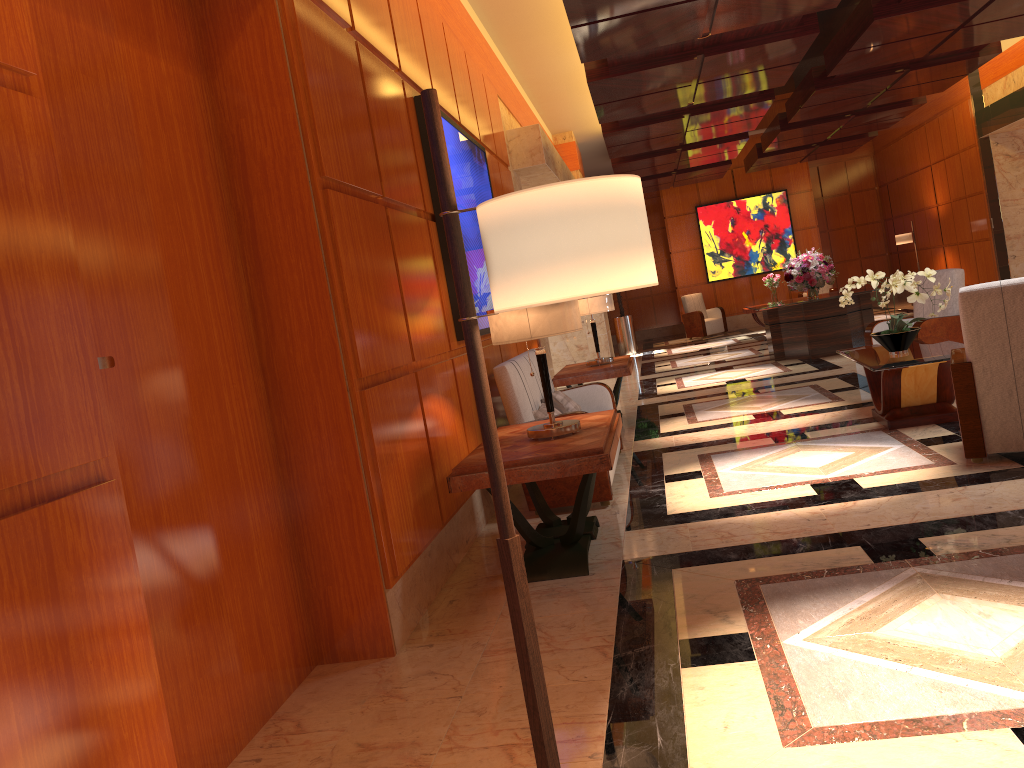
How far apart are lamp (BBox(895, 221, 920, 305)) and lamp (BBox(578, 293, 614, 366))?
11.3m

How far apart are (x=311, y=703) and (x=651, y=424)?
5.5m

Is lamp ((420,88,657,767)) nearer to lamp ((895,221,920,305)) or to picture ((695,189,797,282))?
lamp ((895,221,920,305))

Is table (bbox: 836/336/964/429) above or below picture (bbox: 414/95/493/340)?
below

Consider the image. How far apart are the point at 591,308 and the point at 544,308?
4.1 meters

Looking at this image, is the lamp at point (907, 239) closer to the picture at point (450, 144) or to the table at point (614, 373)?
the table at point (614, 373)

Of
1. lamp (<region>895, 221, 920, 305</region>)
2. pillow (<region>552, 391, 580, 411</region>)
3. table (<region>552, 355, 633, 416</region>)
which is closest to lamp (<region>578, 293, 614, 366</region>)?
table (<region>552, 355, 633, 416</region>)

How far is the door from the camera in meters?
2.6

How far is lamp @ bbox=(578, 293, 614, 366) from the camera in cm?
820

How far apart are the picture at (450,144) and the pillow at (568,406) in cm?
84
